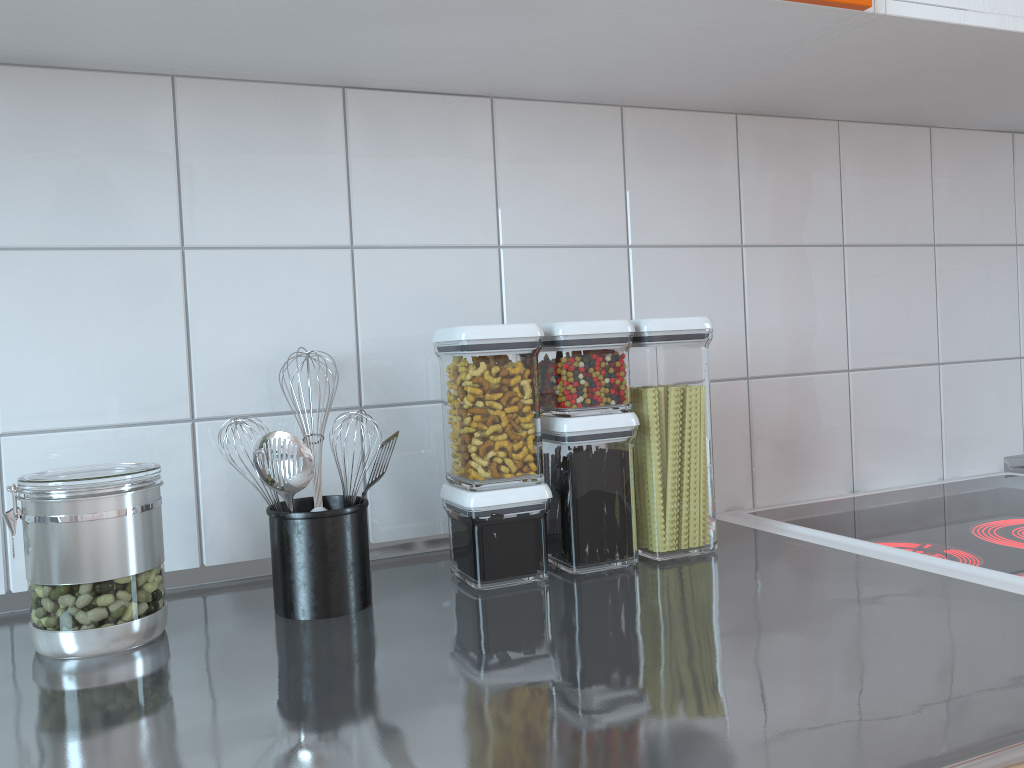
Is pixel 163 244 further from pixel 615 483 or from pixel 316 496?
pixel 615 483

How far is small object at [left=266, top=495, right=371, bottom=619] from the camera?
0.80m

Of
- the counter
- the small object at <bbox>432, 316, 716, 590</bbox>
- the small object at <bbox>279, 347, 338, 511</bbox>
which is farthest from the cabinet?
the counter

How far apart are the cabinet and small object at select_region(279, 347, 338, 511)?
0.4m

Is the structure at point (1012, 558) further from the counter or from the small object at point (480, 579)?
the small object at point (480, 579)

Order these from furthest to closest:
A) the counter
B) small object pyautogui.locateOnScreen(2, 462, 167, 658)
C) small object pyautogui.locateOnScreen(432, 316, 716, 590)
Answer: small object pyautogui.locateOnScreen(432, 316, 716, 590)
small object pyautogui.locateOnScreen(2, 462, 167, 658)
the counter

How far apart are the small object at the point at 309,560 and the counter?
0.01m

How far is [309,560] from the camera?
0.8m

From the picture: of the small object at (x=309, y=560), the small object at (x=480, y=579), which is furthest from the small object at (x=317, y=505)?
the small object at (x=480, y=579)

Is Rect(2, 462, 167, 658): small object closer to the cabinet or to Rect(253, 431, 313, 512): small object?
Rect(253, 431, 313, 512): small object
